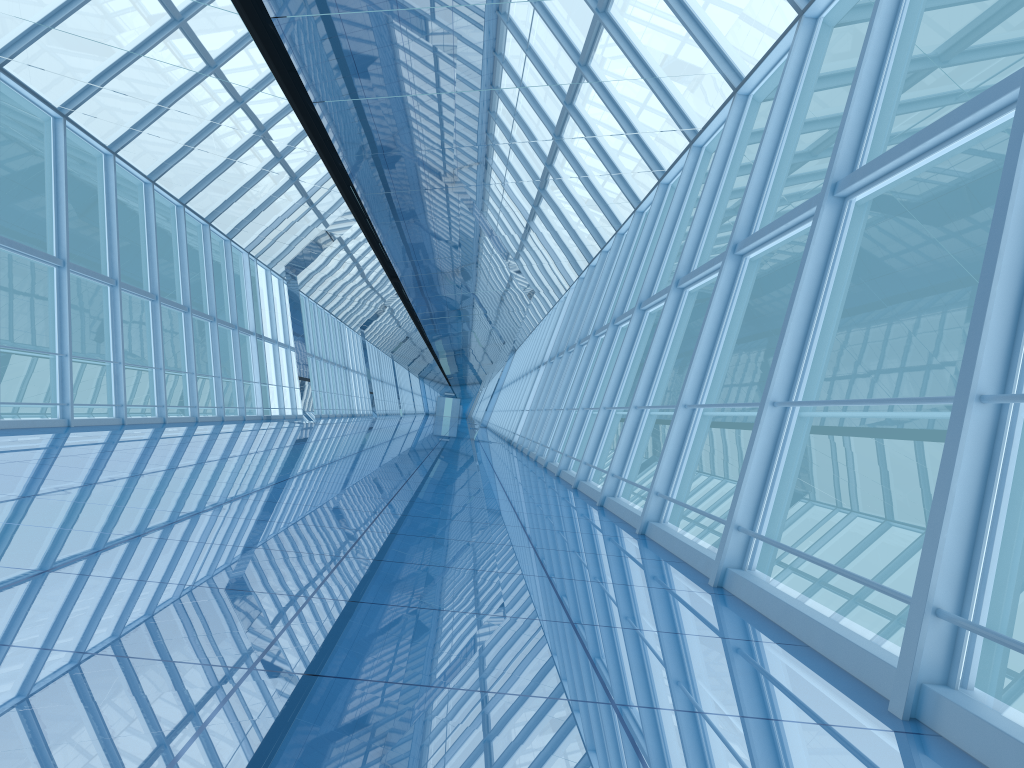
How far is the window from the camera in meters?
3.0 m

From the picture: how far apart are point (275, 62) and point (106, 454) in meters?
4.2

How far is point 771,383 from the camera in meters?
4.9 m

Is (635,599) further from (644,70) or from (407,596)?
(644,70)

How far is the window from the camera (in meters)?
2.99

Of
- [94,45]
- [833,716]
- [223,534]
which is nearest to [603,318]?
[94,45]
